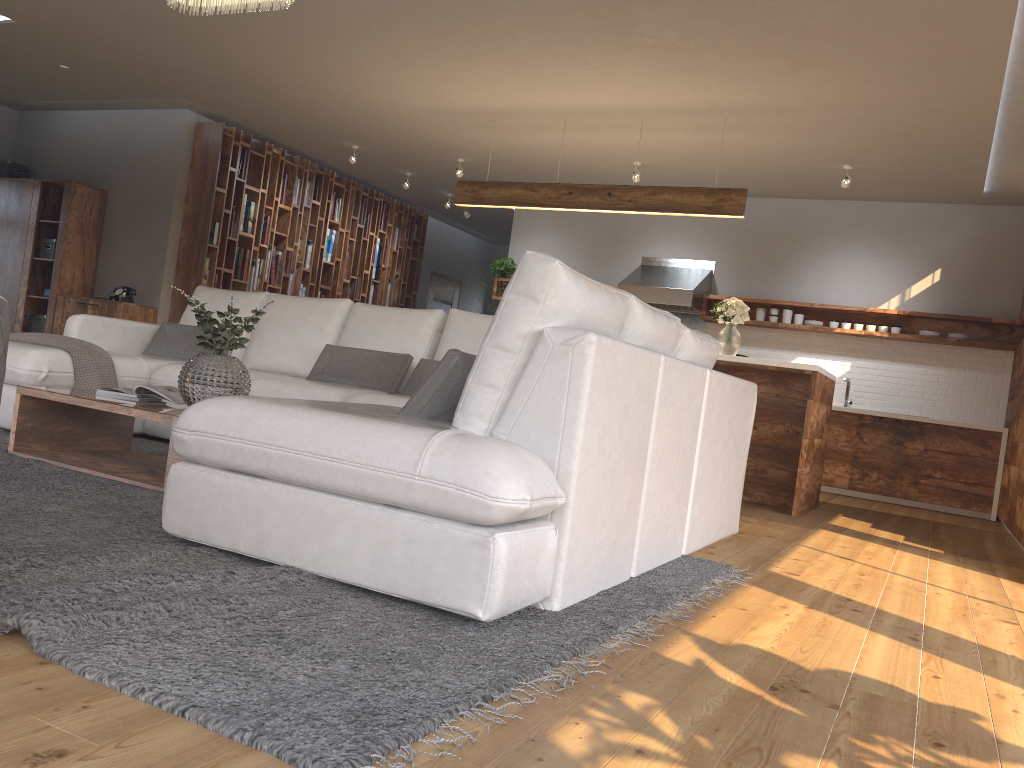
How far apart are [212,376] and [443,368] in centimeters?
137cm

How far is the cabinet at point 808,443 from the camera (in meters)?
5.66

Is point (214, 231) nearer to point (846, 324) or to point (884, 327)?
point (846, 324)

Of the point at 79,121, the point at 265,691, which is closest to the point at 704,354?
the point at 265,691

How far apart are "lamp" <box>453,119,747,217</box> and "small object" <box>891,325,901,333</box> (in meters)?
2.67

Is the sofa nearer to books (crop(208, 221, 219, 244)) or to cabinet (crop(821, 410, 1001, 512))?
books (crop(208, 221, 219, 244))

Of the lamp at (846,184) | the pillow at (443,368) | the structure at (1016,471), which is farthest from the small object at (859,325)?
the pillow at (443,368)

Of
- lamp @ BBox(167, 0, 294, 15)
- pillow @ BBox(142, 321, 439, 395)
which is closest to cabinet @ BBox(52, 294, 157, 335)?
pillow @ BBox(142, 321, 439, 395)

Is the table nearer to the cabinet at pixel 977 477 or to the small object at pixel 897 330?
the cabinet at pixel 977 477

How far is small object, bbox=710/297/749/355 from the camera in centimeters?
631cm
